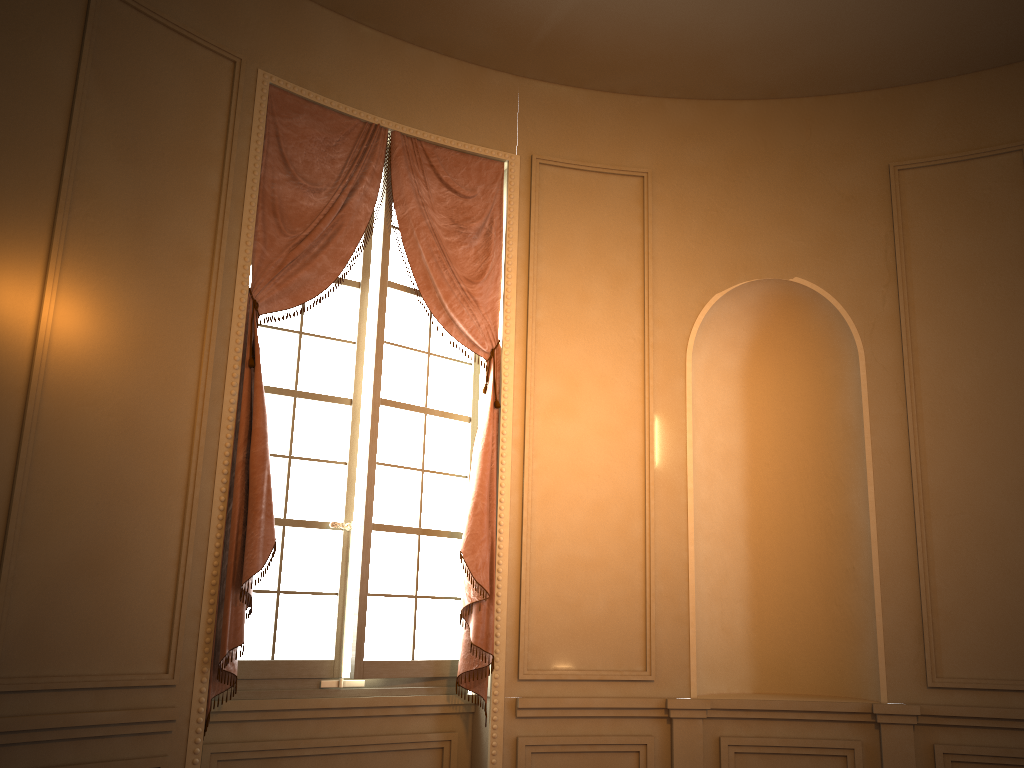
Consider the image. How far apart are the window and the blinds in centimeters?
7cm

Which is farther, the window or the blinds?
the window

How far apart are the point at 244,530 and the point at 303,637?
0.7m

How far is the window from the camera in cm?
410

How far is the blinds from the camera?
3.74m

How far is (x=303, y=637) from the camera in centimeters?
410cm

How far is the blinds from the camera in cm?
374

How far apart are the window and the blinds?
0.07m
